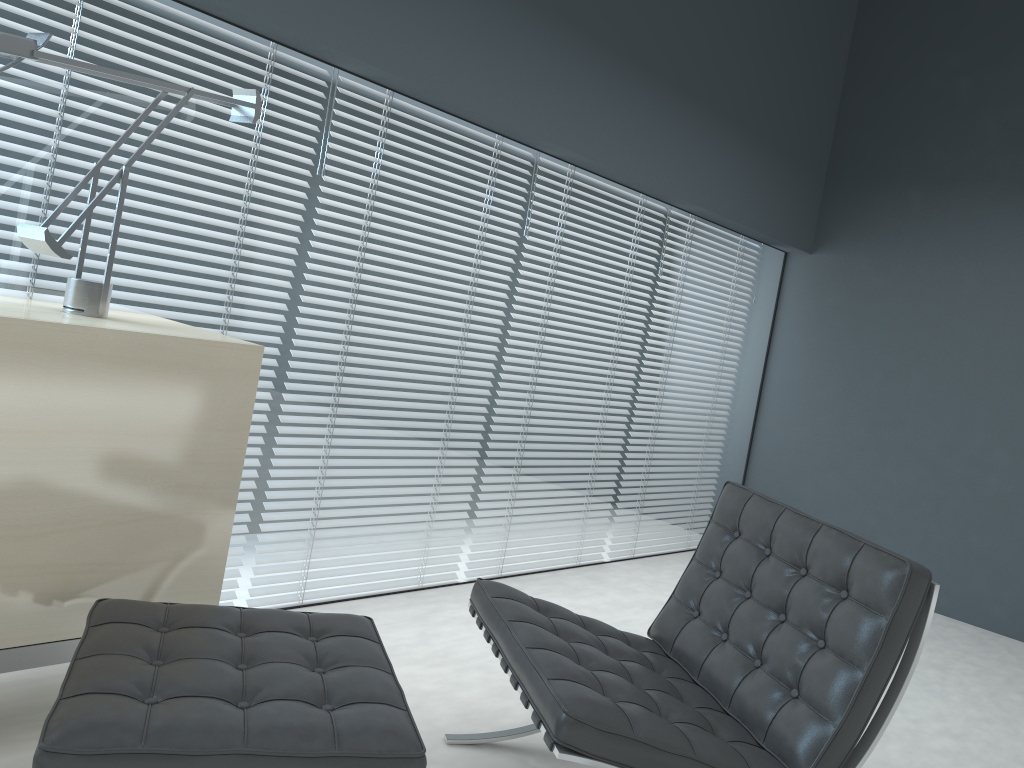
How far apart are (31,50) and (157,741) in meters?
1.3

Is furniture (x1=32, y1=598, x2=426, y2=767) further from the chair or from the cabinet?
the chair

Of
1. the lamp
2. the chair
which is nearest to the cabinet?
the lamp

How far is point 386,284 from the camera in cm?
297

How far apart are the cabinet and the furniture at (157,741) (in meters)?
0.10

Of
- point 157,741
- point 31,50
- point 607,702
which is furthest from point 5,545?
point 607,702

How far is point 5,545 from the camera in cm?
171

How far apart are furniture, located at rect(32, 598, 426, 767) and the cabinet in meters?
0.1 m

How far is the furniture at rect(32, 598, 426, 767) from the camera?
1.30m

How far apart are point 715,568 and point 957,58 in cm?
360
